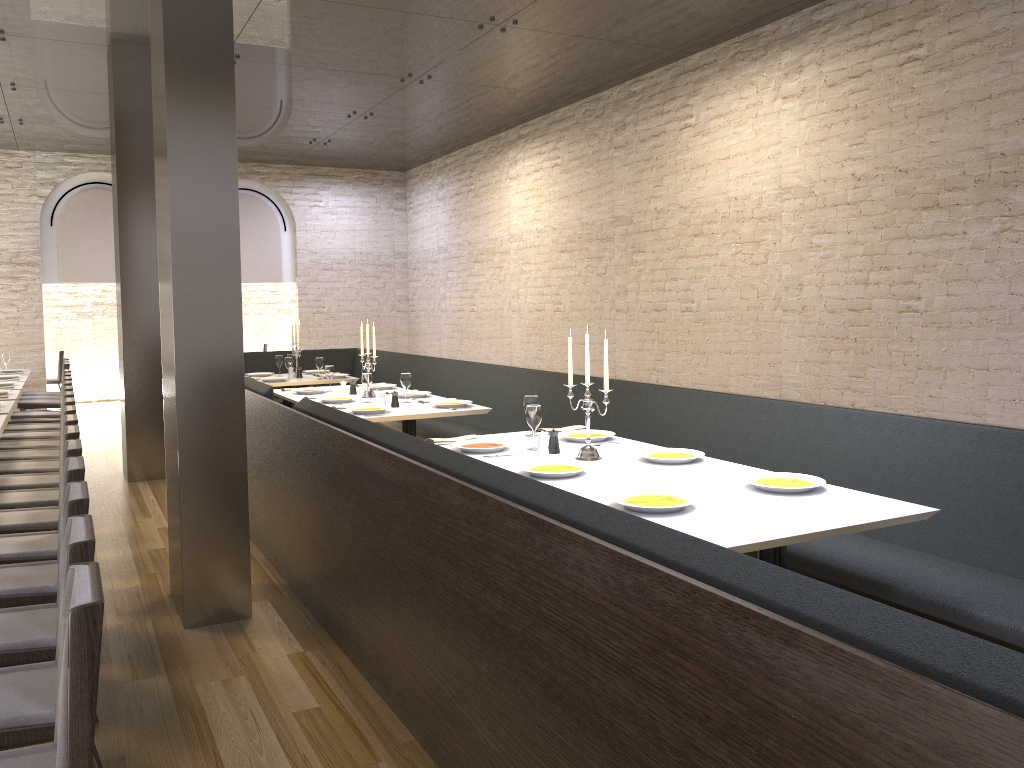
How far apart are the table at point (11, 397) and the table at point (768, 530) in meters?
5.2 m

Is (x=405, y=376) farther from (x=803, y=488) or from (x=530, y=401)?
(x=803, y=488)

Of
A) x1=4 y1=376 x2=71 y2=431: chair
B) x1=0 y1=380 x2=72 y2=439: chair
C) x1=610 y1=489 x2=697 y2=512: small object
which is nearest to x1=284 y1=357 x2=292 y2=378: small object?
x1=4 y1=376 x2=71 y2=431: chair

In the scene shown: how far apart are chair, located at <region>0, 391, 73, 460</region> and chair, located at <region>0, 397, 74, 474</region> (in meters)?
0.27

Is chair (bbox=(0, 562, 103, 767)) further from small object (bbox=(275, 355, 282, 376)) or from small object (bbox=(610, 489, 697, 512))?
small object (bbox=(275, 355, 282, 376))

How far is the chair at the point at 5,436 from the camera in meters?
7.4

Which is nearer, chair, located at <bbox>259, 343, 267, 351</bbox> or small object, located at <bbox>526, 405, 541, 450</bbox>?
small object, located at <bbox>526, 405, 541, 450</bbox>

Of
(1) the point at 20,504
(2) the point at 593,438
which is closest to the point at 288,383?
(1) the point at 20,504

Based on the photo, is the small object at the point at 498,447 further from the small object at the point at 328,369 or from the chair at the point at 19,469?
the small object at the point at 328,369

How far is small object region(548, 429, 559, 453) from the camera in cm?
447
